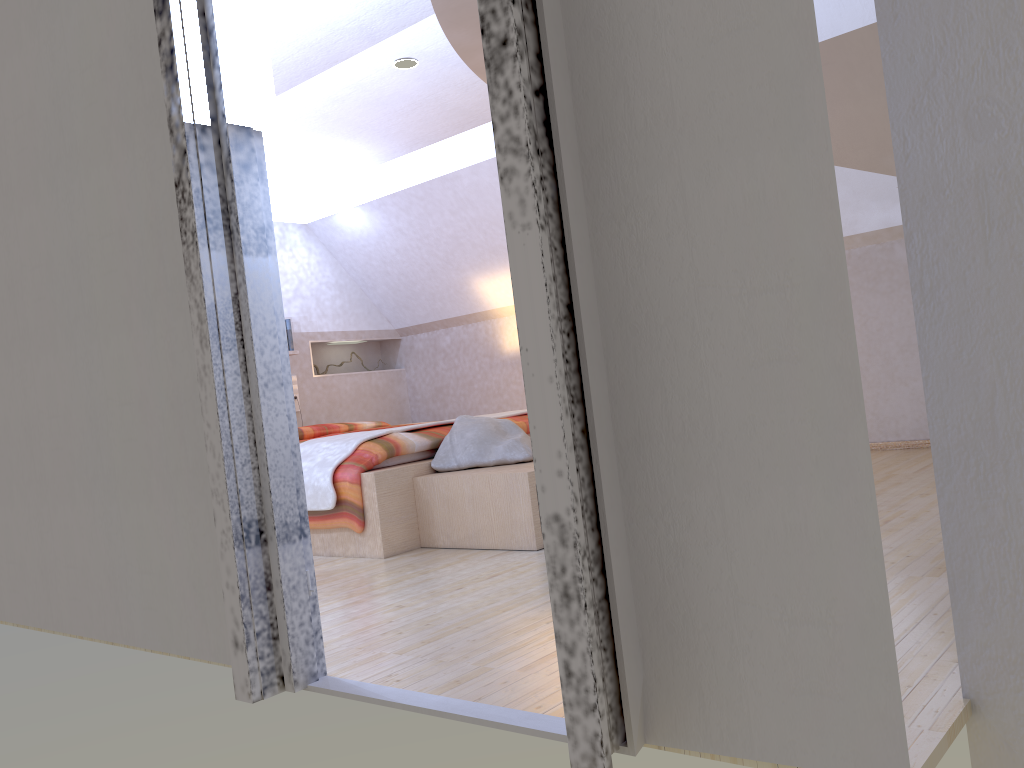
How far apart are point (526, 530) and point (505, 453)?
0.52m

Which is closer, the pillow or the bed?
the bed

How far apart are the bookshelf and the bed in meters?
0.0

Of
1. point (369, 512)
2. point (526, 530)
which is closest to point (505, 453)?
point (526, 530)

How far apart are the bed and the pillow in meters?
0.0 m

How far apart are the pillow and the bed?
0.0 meters

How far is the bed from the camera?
3.70m

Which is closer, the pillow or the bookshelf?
the bookshelf

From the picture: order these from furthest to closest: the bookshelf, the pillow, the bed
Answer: the pillow, the bed, the bookshelf

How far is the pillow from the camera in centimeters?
388cm
